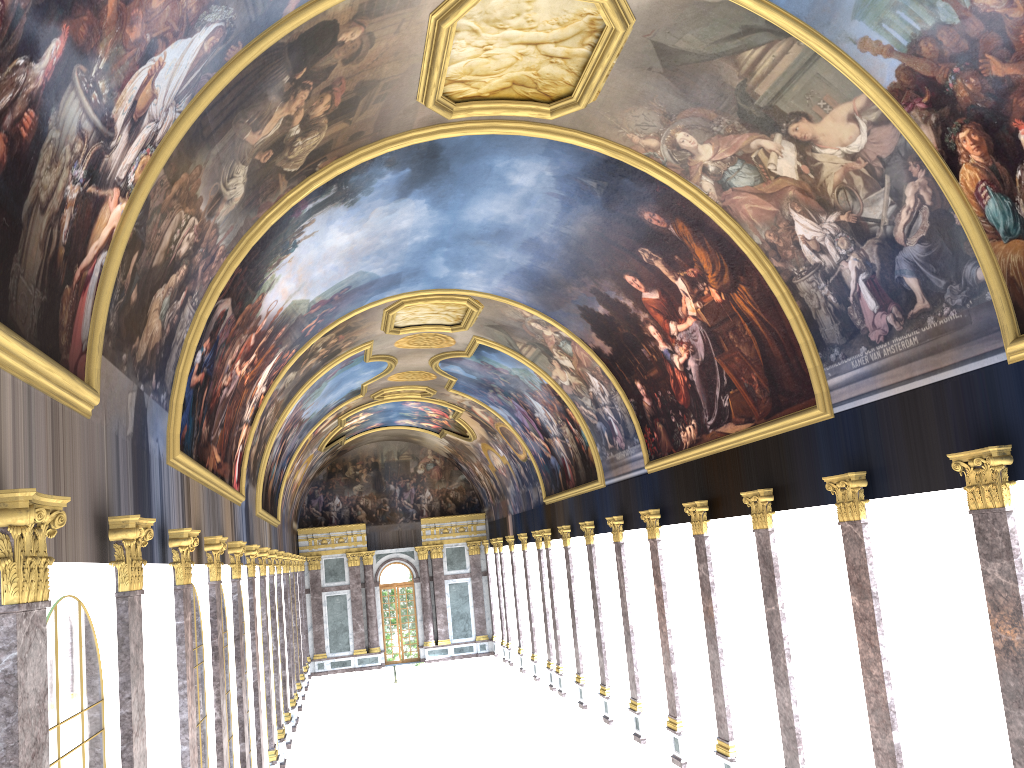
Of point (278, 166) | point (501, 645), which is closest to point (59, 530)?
point (278, 166)
